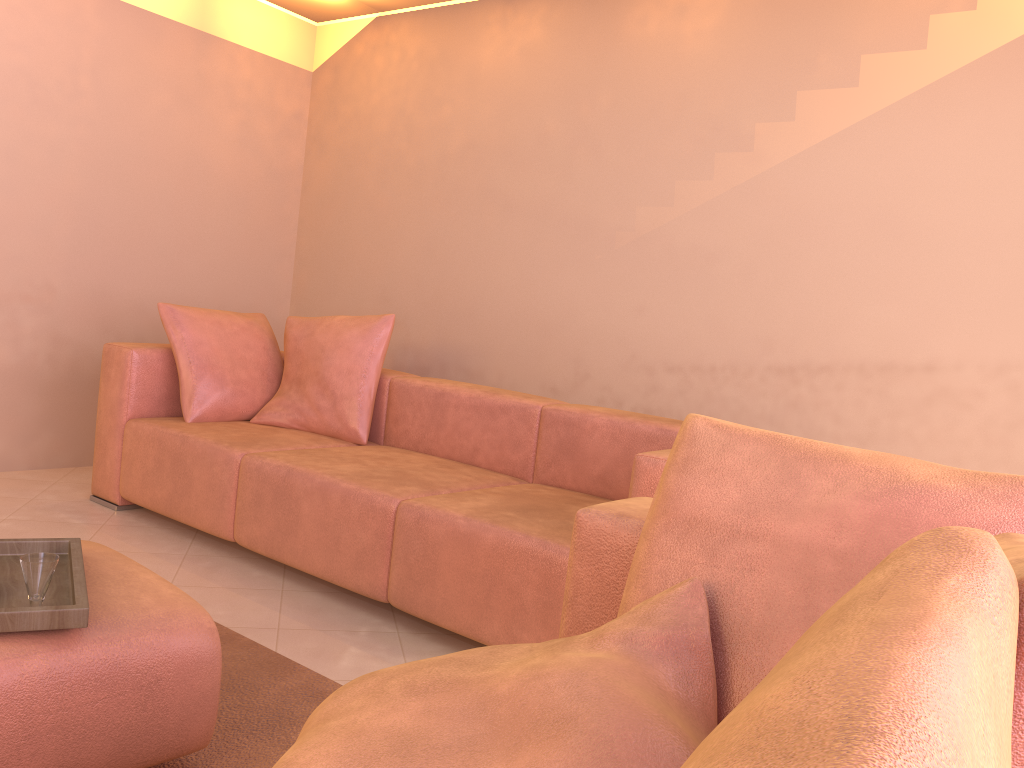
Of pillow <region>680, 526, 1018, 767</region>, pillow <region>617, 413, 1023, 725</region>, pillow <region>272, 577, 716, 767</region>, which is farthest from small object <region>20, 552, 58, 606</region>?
pillow <region>680, 526, 1018, 767</region>

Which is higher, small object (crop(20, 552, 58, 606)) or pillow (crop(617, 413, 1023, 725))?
pillow (crop(617, 413, 1023, 725))

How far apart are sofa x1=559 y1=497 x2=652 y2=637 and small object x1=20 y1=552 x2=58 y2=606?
0.9m

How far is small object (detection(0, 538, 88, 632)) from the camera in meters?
1.4 m

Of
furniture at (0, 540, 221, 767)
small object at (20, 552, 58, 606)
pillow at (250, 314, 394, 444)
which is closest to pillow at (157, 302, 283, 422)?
pillow at (250, 314, 394, 444)

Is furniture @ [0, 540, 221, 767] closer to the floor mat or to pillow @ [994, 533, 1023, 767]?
the floor mat

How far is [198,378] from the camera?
3.54m

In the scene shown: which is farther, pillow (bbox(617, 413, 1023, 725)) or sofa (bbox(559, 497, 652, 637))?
sofa (bbox(559, 497, 652, 637))

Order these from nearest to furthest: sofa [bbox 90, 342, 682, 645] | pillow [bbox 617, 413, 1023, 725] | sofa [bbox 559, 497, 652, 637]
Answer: pillow [bbox 617, 413, 1023, 725] → sofa [bbox 559, 497, 652, 637] → sofa [bbox 90, 342, 682, 645]

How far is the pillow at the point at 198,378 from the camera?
3.5m
